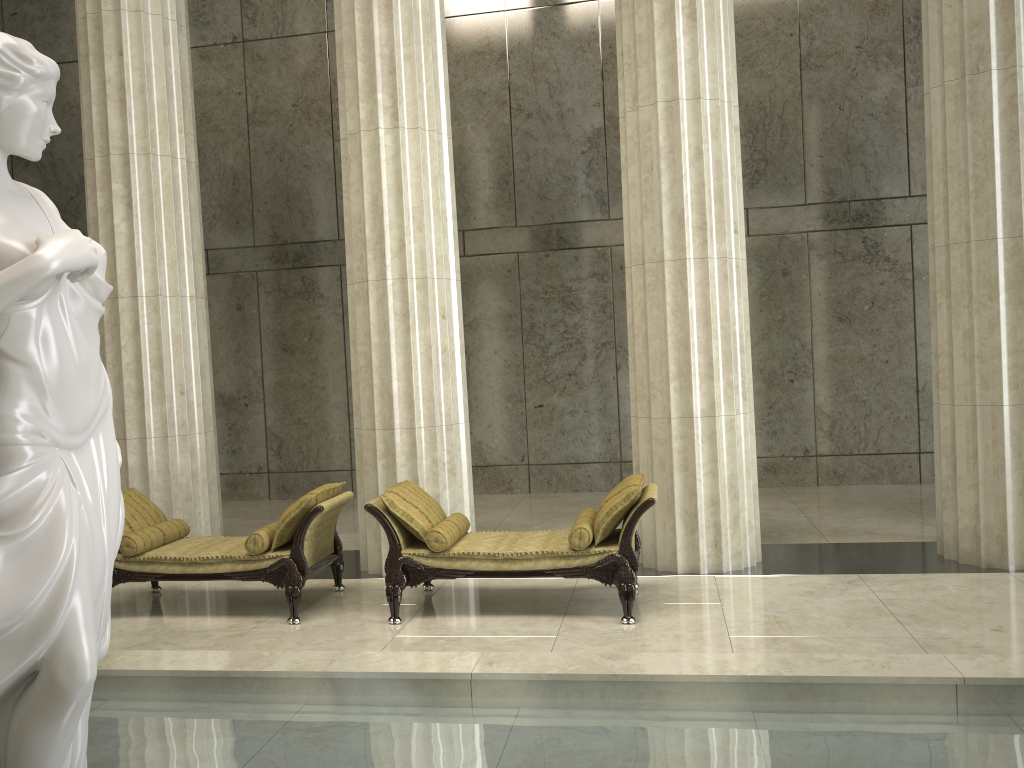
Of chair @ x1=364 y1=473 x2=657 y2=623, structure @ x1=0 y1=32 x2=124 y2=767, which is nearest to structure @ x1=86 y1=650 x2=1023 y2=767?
structure @ x1=0 y1=32 x2=124 y2=767

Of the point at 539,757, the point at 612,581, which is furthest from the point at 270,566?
the point at 539,757

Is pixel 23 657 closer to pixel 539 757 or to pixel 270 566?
pixel 539 757

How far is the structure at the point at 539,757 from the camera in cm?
376

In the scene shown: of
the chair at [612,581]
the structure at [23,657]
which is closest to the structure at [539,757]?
the structure at [23,657]

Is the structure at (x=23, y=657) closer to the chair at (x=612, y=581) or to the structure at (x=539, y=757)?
the structure at (x=539, y=757)

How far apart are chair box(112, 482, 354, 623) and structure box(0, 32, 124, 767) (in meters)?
3.27

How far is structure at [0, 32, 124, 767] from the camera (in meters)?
2.75

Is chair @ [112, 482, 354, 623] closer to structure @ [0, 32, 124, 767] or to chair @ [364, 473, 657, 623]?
chair @ [364, 473, 657, 623]

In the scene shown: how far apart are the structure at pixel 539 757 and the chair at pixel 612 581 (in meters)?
1.59
